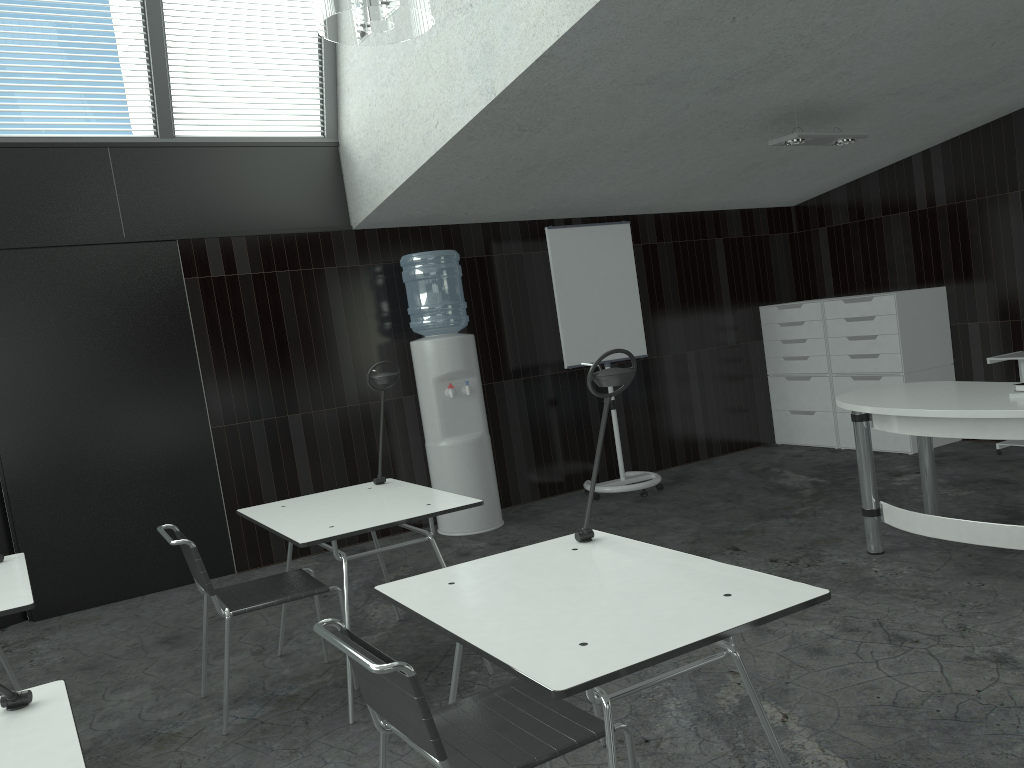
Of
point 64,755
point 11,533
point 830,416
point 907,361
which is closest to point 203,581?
point 64,755

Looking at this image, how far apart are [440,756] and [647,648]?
0.5 meters

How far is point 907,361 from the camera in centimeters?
633cm

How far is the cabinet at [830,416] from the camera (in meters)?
6.94

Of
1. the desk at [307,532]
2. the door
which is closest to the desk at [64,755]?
the desk at [307,532]

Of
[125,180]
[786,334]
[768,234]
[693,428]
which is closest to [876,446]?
[786,334]

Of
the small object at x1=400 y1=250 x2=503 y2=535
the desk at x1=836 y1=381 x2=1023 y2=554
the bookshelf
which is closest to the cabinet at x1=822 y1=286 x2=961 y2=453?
the bookshelf

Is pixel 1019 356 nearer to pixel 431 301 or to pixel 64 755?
pixel 431 301

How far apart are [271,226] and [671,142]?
2.4 meters

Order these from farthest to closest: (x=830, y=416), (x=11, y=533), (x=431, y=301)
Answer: (x=830, y=416), (x=431, y=301), (x=11, y=533)
